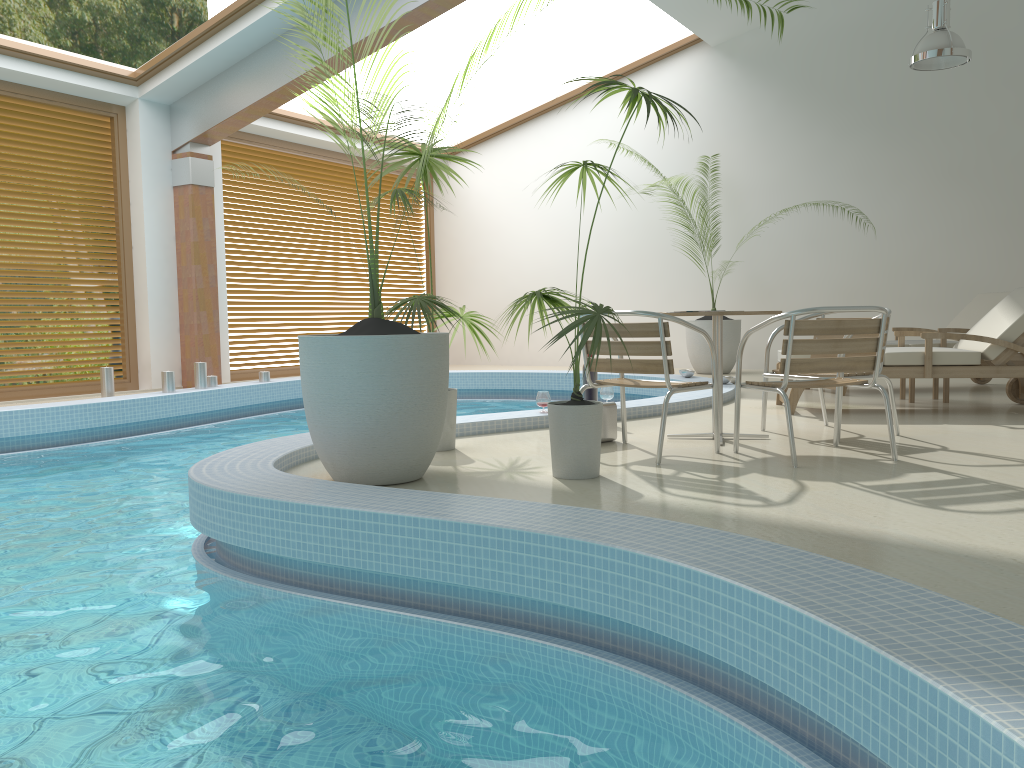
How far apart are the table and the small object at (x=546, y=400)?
1.3 meters

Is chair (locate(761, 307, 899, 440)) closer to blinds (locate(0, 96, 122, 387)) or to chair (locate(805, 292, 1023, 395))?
chair (locate(805, 292, 1023, 395))

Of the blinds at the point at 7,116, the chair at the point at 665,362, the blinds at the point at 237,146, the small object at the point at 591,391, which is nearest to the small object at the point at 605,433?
the chair at the point at 665,362

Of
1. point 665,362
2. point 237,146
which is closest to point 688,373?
point 665,362

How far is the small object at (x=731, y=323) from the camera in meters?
10.4 m

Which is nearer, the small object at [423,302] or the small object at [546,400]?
the small object at [423,302]

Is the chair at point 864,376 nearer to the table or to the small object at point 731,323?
the table

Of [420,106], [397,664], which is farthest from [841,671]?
[420,106]

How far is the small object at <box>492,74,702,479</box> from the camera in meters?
3.6 m

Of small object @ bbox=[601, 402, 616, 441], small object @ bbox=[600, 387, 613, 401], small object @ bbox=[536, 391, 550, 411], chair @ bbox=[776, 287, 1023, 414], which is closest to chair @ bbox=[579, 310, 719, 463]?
small object @ bbox=[601, 402, 616, 441]
